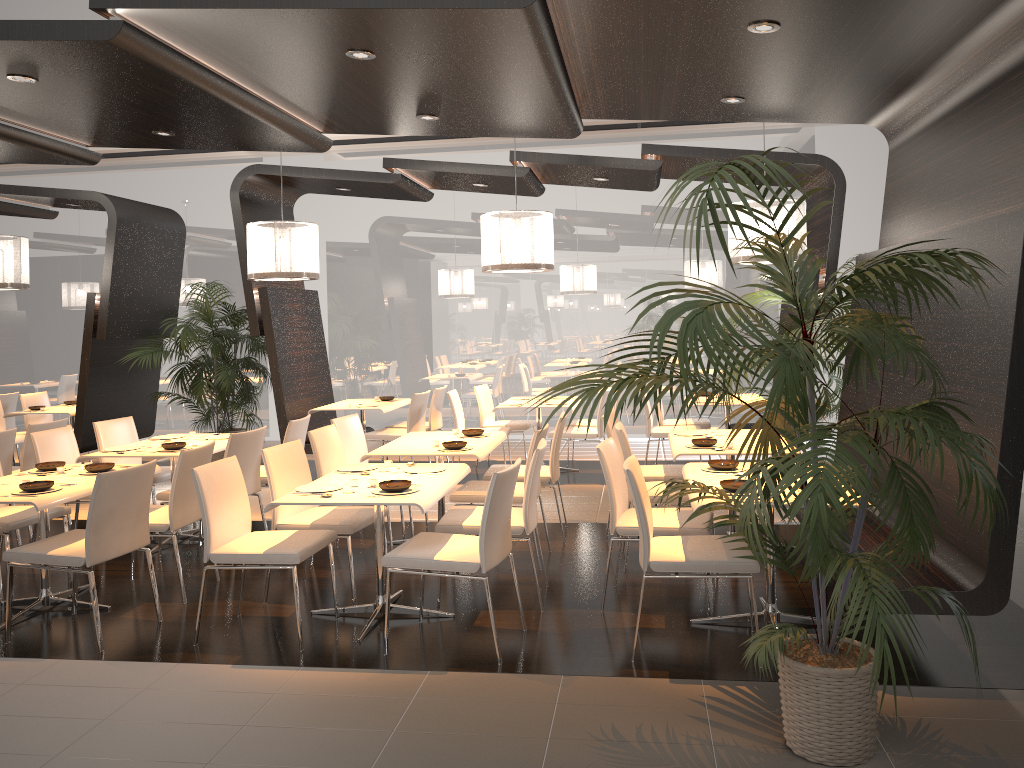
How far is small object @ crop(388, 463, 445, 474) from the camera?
5.1m

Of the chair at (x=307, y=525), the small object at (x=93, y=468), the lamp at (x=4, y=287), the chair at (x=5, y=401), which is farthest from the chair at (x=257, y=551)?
the chair at (x=5, y=401)

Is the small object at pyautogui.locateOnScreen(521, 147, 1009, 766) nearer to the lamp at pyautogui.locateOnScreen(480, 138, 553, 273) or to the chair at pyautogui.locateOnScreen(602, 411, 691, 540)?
the chair at pyautogui.locateOnScreen(602, 411, 691, 540)

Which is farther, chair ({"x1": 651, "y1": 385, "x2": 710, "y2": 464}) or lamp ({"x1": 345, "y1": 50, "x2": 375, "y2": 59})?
chair ({"x1": 651, "y1": 385, "x2": 710, "y2": 464})

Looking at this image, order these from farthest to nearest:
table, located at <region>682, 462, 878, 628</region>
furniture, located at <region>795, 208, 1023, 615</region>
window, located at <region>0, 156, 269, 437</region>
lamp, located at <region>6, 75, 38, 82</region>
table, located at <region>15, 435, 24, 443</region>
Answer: window, located at <region>0, 156, 269, 437</region> → table, located at <region>15, 435, 24, 443</region> → lamp, located at <region>6, 75, 38, 82</region> → table, located at <region>682, 462, 878, 628</region> → furniture, located at <region>795, 208, 1023, 615</region>

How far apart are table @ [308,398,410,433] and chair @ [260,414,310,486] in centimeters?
208cm

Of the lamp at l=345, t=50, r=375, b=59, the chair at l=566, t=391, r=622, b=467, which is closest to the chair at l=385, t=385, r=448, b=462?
the chair at l=566, t=391, r=622, b=467

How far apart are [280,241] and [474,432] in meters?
2.6 m

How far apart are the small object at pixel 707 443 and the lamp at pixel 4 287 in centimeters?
643cm

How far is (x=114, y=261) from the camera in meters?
9.0
